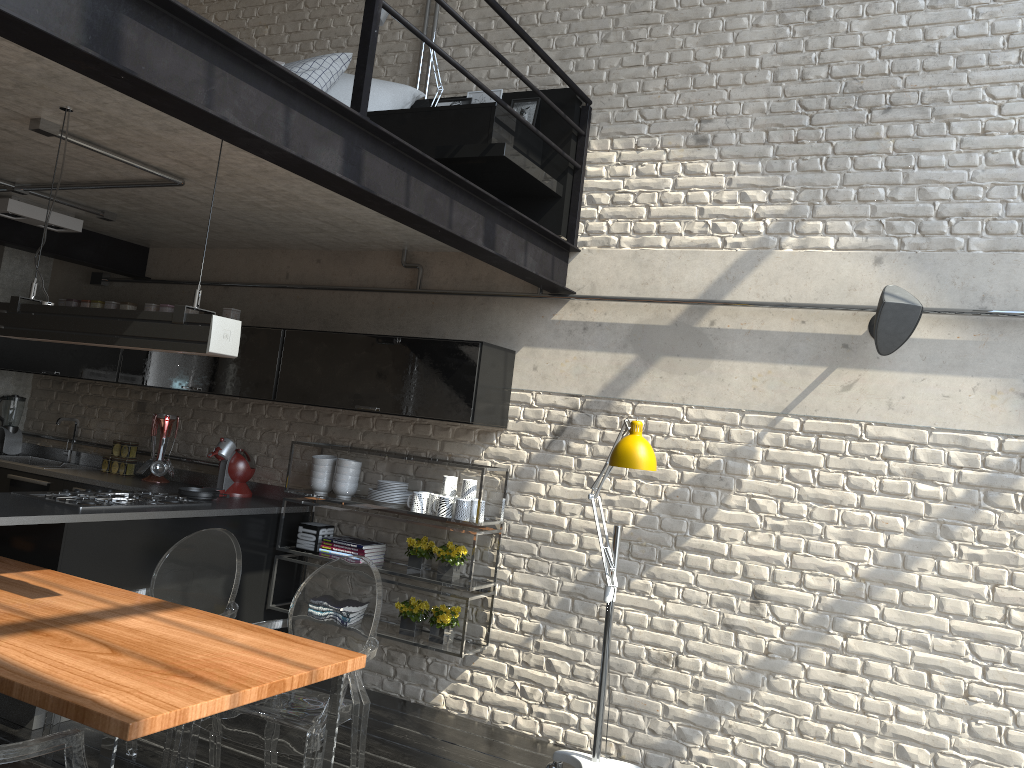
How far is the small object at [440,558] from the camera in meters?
4.6

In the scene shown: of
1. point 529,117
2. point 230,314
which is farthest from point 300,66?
point 230,314

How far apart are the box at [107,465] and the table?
2.2 meters

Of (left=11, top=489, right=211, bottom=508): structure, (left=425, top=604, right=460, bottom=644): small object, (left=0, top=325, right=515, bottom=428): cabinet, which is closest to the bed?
(left=0, top=325, right=515, bottom=428): cabinet

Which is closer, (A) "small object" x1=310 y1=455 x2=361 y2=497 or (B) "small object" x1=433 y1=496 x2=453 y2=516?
(B) "small object" x1=433 y1=496 x2=453 y2=516

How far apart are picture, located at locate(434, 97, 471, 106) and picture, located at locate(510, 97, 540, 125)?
0.35m

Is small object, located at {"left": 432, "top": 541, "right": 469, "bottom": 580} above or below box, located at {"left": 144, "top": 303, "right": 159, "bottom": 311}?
below

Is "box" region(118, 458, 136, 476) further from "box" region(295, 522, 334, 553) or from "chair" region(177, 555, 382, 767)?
"chair" region(177, 555, 382, 767)

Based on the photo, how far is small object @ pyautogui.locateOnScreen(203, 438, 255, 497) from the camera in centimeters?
524cm

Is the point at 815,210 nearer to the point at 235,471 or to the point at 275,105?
the point at 275,105
